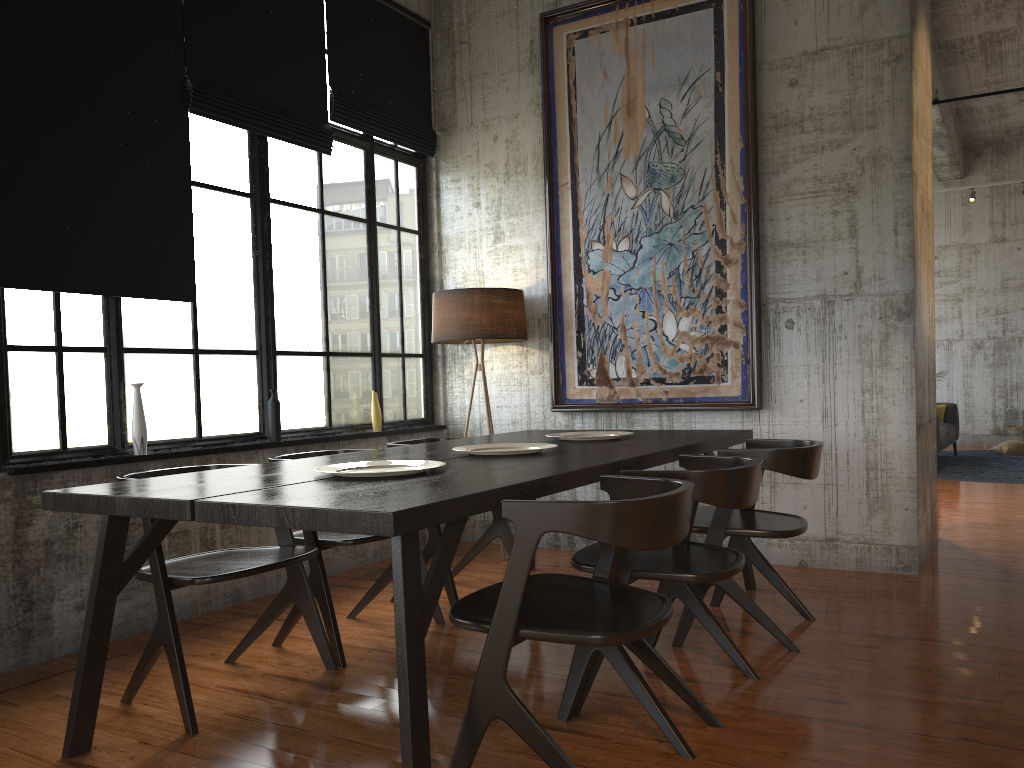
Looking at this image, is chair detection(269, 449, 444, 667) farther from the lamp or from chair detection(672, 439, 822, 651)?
the lamp

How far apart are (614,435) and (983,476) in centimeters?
774cm

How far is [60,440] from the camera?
4.7 meters

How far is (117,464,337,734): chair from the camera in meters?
3.5 m

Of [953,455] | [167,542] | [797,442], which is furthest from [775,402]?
[953,455]

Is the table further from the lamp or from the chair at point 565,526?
the lamp

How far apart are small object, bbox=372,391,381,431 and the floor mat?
7.8 meters

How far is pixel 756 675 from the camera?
3.89m

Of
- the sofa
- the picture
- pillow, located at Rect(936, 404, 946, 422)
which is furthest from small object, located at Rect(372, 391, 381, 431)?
pillow, located at Rect(936, 404, 946, 422)

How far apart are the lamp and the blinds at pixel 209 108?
1.3 meters
